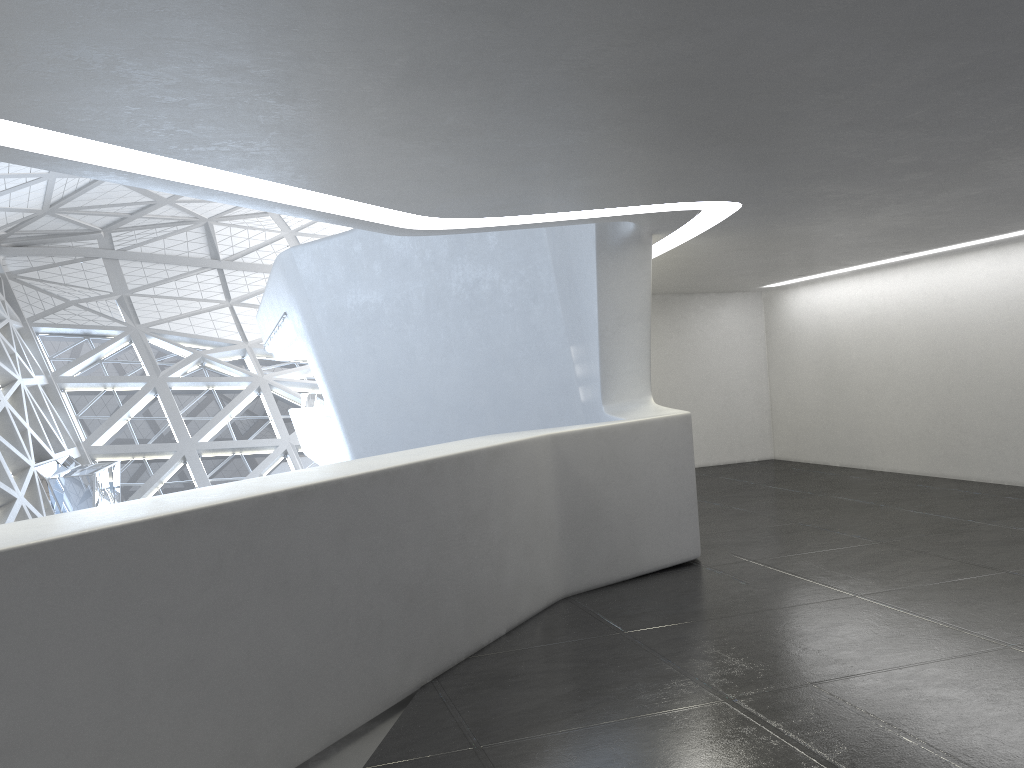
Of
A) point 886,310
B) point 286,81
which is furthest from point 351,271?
point 286,81
